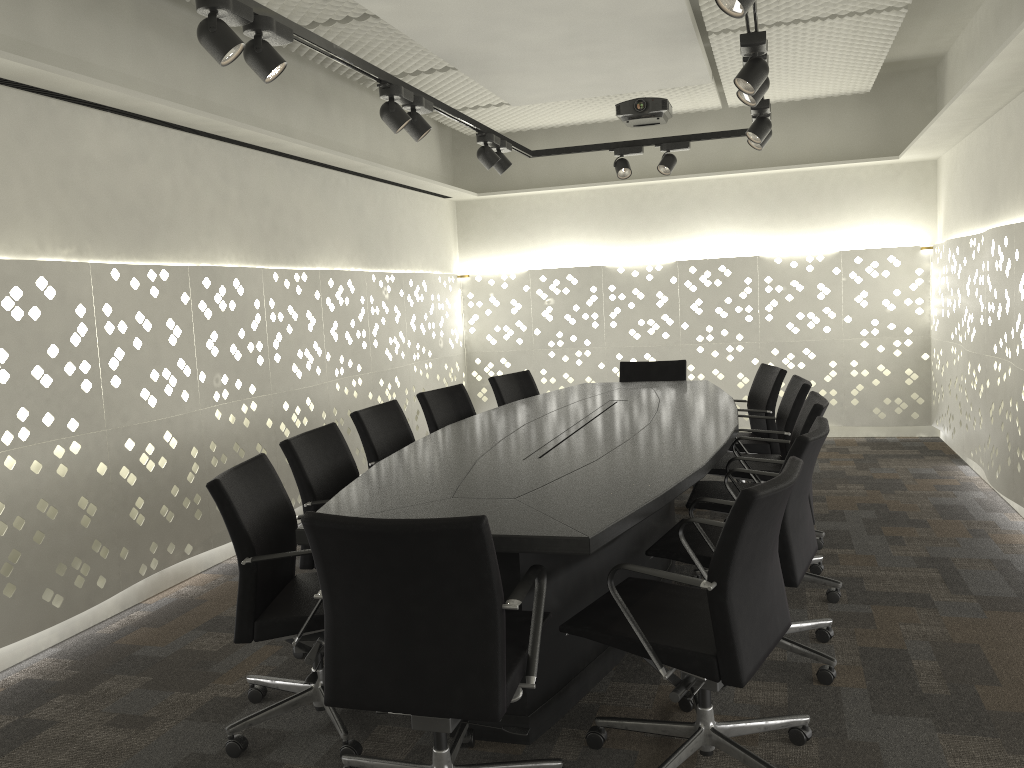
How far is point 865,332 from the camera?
6.7 meters

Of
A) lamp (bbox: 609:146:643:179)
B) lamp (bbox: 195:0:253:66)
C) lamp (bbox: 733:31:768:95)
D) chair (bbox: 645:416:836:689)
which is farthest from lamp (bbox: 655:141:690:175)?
lamp (bbox: 195:0:253:66)

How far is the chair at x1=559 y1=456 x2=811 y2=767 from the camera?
1.9m

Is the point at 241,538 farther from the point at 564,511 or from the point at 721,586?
the point at 721,586

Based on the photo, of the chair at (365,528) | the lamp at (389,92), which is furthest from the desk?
the lamp at (389,92)

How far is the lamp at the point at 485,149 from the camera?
4.7m

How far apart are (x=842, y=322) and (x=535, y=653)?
5.24m

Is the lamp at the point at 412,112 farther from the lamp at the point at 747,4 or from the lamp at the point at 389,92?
the lamp at the point at 747,4

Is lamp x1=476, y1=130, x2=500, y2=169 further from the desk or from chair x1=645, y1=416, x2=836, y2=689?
chair x1=645, y1=416, x2=836, y2=689

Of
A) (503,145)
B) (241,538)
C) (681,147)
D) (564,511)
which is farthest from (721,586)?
(681,147)
